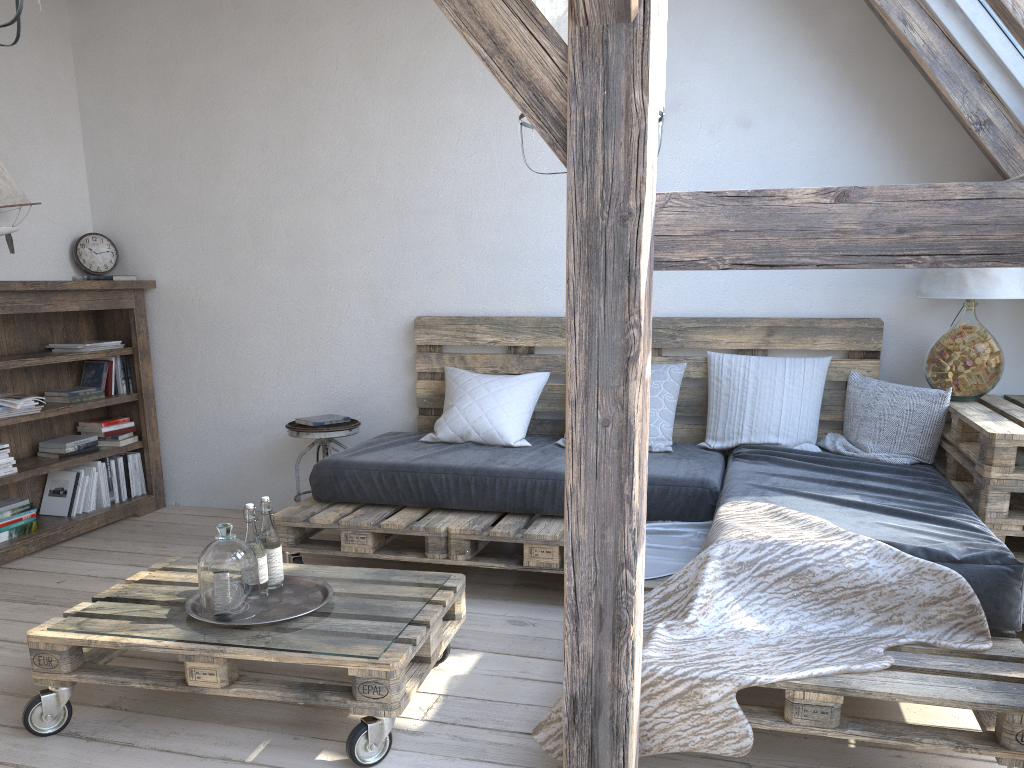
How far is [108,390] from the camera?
4.4 meters

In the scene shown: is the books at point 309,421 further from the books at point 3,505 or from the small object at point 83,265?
the small object at point 83,265

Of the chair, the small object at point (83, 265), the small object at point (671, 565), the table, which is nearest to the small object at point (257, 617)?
the small object at point (671, 565)

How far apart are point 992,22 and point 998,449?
1.48m

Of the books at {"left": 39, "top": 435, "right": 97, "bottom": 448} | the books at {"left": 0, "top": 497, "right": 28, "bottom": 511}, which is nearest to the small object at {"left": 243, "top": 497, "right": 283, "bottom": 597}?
the books at {"left": 0, "top": 497, "right": 28, "bottom": 511}

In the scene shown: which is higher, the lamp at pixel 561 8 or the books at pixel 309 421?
the lamp at pixel 561 8

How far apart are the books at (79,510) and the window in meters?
4.1

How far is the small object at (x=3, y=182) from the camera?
3.83m

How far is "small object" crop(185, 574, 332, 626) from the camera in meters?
2.3 m

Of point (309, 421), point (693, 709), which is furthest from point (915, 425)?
point (309, 421)
